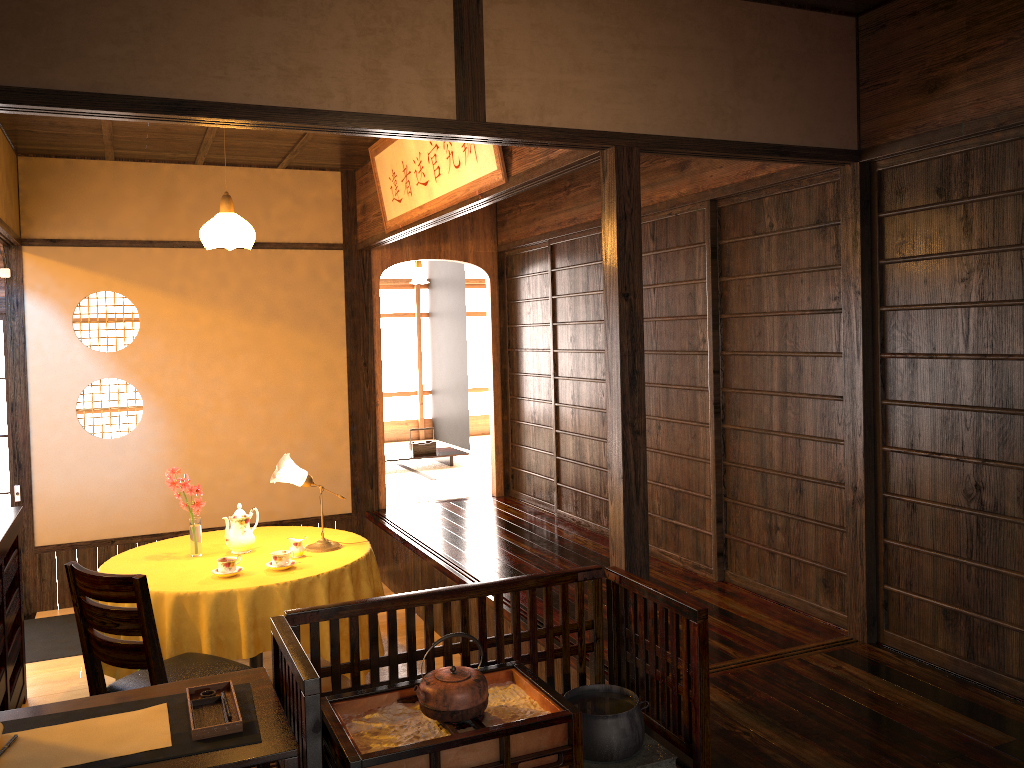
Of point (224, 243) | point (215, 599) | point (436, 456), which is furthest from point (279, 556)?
point (436, 456)

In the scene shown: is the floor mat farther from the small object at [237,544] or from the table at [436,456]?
the table at [436,456]

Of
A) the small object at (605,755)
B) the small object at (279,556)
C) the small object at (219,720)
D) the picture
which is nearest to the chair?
the small object at (279,556)

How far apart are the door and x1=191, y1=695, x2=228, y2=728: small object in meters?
4.3

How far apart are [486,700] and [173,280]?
4.68m

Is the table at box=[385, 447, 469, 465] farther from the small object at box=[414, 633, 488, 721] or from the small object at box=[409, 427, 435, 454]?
the small object at box=[414, 633, 488, 721]

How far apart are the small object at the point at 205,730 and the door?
4.16m

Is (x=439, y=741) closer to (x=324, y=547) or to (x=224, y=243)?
(x=324, y=547)

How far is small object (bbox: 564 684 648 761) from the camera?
2.7m

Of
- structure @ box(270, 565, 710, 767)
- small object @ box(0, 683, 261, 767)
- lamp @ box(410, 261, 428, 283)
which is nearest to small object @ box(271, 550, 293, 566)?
structure @ box(270, 565, 710, 767)
